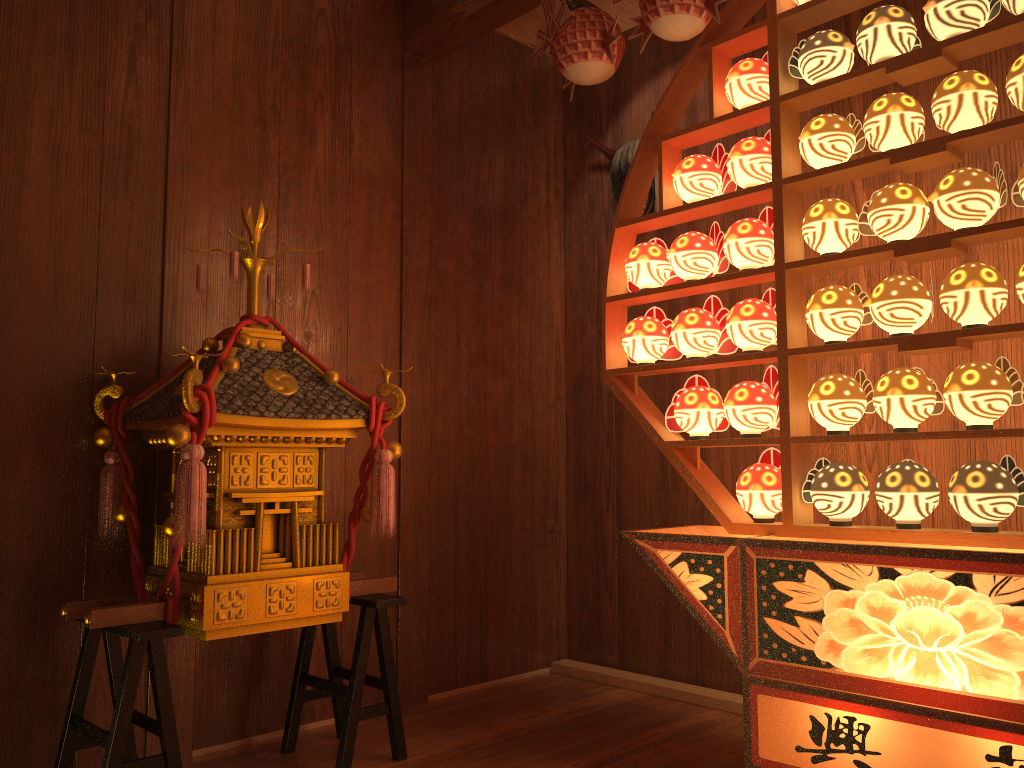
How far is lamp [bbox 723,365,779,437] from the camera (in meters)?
2.25

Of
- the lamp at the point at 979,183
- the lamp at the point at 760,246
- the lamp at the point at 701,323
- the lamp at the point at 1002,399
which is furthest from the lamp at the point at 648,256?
the lamp at the point at 1002,399

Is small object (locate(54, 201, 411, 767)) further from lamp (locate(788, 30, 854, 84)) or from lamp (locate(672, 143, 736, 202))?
lamp (locate(788, 30, 854, 84))

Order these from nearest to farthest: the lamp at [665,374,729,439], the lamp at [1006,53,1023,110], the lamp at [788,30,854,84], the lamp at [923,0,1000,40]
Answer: the lamp at [1006,53,1023,110] → the lamp at [923,0,1000,40] → the lamp at [788,30,854,84] → the lamp at [665,374,729,439]

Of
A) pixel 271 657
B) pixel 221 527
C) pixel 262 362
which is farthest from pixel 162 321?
pixel 271 657

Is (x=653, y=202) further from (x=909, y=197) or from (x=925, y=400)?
(x=925, y=400)

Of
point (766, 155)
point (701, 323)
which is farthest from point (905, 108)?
point (701, 323)

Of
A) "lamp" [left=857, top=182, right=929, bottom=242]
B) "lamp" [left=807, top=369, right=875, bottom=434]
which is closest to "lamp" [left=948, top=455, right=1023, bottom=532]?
"lamp" [left=807, top=369, right=875, bottom=434]

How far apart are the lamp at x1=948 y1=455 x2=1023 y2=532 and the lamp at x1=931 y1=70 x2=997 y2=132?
0.7m

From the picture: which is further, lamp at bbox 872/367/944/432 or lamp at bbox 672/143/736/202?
lamp at bbox 672/143/736/202
